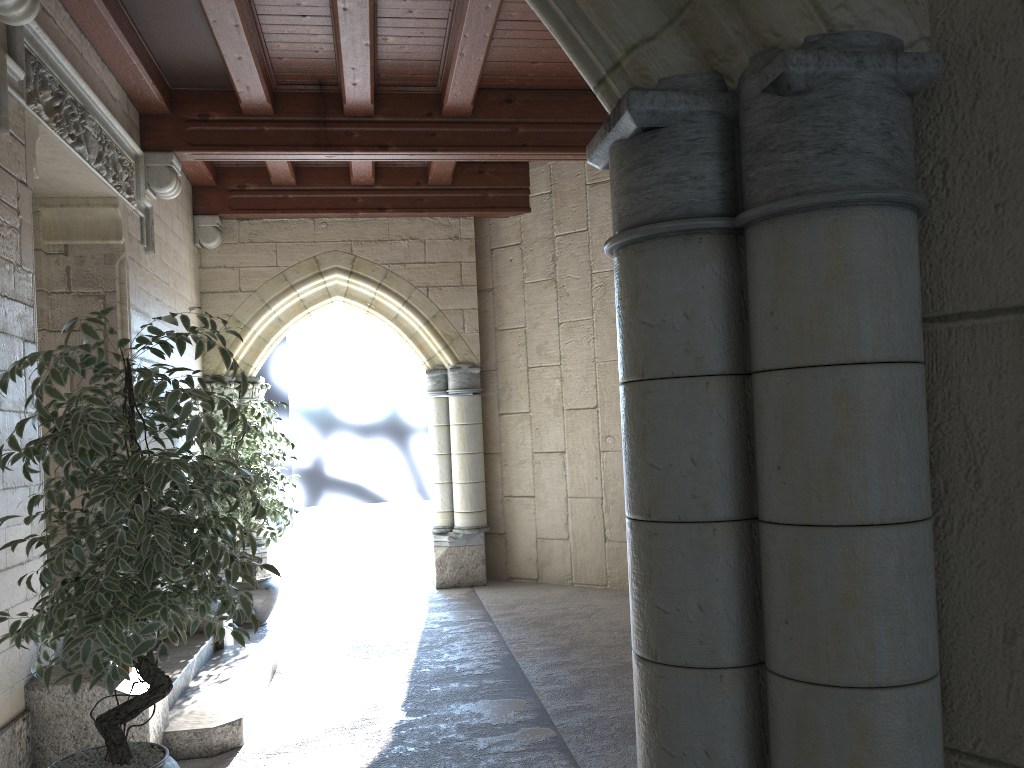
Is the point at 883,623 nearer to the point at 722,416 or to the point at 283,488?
the point at 722,416

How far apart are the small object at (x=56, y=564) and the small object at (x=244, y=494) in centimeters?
261cm

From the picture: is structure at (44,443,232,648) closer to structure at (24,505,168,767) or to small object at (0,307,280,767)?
structure at (24,505,168,767)

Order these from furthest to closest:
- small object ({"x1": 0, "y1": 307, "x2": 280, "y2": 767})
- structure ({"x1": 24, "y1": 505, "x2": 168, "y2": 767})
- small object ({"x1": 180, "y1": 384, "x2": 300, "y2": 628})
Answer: small object ({"x1": 180, "y1": 384, "x2": 300, "y2": 628}) → structure ({"x1": 24, "y1": 505, "x2": 168, "y2": 767}) → small object ({"x1": 0, "y1": 307, "x2": 280, "y2": 767})

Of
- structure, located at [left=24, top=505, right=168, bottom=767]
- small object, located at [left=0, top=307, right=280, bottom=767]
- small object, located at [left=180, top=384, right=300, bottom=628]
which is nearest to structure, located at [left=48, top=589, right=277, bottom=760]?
structure, located at [left=24, top=505, right=168, bottom=767]

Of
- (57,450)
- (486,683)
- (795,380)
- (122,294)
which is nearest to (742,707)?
(795,380)

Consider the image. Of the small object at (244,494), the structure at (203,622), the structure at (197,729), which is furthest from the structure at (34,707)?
the small object at (244,494)

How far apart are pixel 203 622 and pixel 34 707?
1.6m

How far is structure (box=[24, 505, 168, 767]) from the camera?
3.1m

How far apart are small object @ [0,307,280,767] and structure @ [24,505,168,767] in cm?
42
